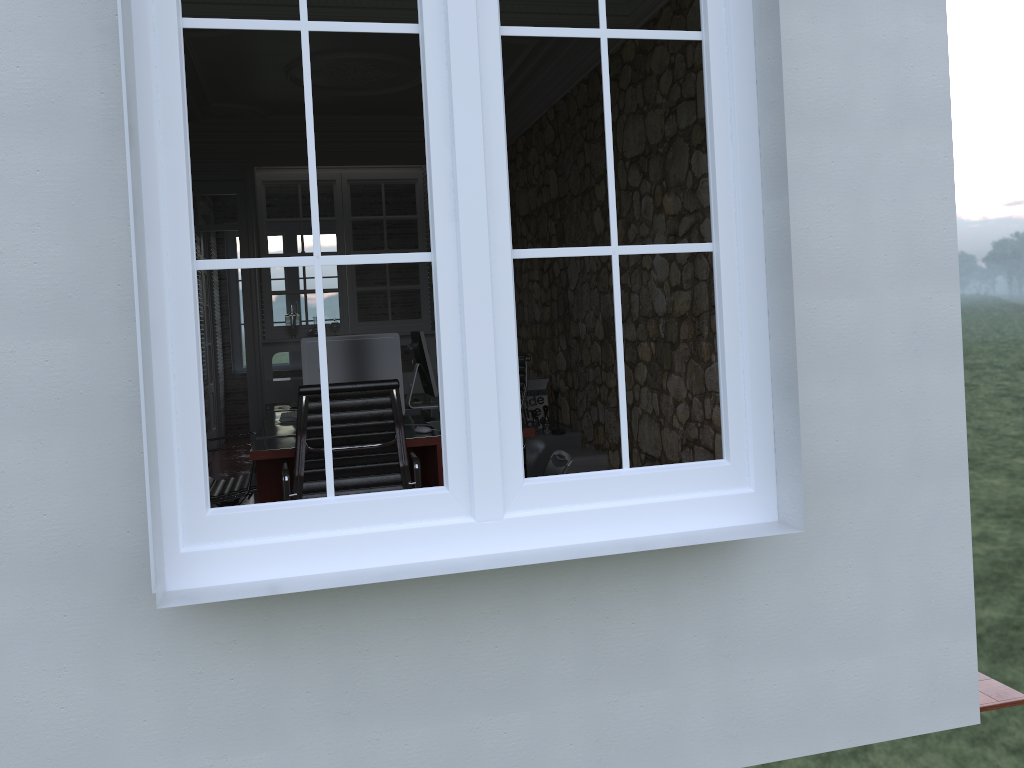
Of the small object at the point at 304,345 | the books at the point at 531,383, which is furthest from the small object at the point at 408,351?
the small object at the point at 304,345

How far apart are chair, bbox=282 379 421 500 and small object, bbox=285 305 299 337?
3.84m

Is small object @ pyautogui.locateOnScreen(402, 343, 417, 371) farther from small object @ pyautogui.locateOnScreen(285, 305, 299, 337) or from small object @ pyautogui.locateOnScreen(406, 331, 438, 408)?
small object @ pyautogui.locateOnScreen(406, 331, 438, 408)

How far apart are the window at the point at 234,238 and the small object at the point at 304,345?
7.14m

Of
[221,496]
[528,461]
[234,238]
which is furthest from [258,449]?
[234,238]

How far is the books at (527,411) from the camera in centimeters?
641cm

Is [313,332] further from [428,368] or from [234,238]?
[234,238]

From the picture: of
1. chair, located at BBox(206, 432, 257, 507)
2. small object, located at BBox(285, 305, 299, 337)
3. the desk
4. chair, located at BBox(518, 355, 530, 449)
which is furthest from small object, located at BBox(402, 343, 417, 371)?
chair, located at BBox(206, 432, 257, 507)

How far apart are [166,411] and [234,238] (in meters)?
9.64

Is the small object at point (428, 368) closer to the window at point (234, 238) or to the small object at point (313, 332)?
the small object at point (313, 332)
